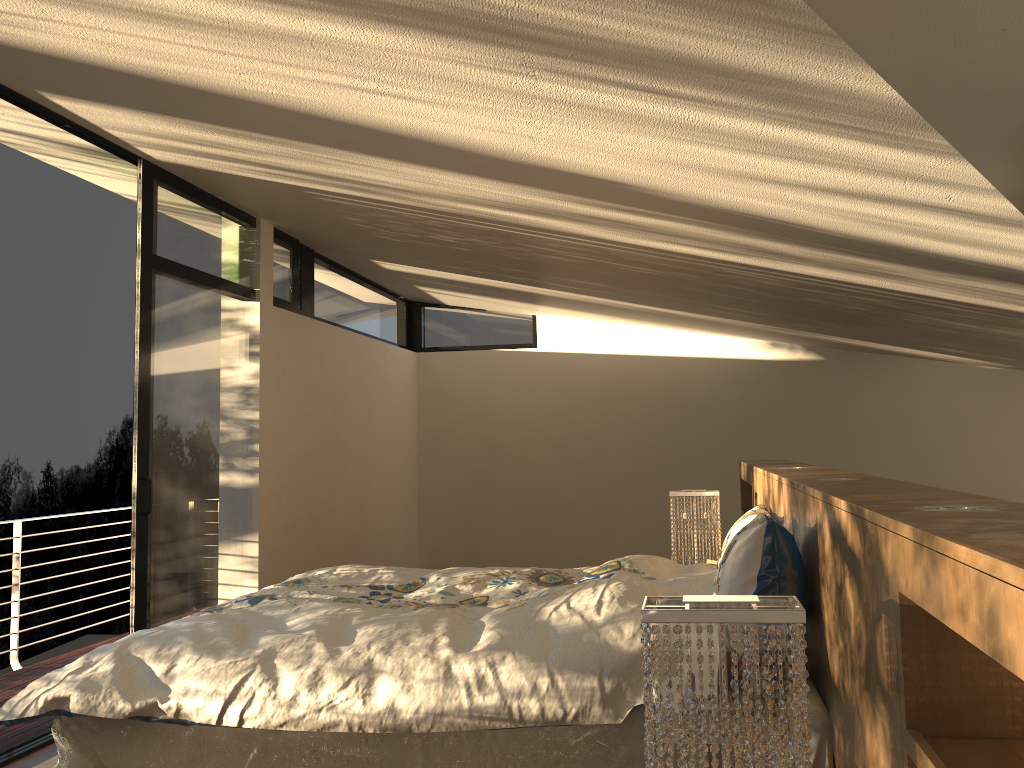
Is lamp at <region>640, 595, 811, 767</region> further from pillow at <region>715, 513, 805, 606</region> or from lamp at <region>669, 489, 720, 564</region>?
lamp at <region>669, 489, 720, 564</region>

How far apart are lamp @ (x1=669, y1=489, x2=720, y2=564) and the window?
2.4 meters

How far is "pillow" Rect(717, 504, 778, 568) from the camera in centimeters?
320cm

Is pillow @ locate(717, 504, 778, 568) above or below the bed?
above

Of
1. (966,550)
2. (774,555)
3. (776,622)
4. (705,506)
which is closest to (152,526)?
(705,506)

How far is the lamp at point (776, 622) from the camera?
1.3 meters

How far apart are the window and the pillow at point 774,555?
2.82m

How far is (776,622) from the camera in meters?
1.3

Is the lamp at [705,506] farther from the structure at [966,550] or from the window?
the window

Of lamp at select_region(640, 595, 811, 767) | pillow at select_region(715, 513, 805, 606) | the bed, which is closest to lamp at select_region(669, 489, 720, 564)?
the bed
